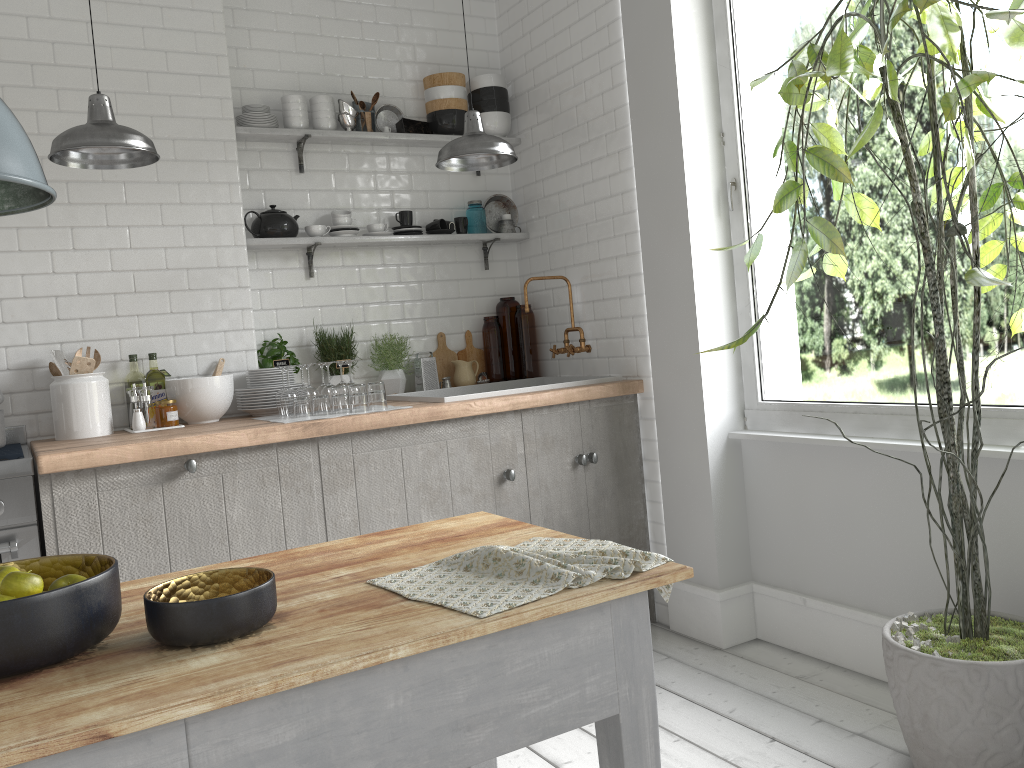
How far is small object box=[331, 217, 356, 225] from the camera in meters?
5.0

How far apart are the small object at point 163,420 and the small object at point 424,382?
1.4m

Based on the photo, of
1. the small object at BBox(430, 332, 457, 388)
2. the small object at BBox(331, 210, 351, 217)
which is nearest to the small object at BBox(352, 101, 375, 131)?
the small object at BBox(331, 210, 351, 217)

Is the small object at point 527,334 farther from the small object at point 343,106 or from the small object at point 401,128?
the small object at point 343,106

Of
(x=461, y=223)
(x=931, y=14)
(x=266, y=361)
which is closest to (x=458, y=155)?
(x=461, y=223)

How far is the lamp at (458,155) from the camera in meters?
3.8

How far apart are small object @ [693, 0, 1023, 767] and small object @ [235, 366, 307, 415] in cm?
239

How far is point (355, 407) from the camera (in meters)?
4.08

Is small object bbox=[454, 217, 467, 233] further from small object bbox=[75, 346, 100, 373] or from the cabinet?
small object bbox=[75, 346, 100, 373]

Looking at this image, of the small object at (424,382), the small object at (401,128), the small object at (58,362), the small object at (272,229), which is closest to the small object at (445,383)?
the small object at (424,382)
